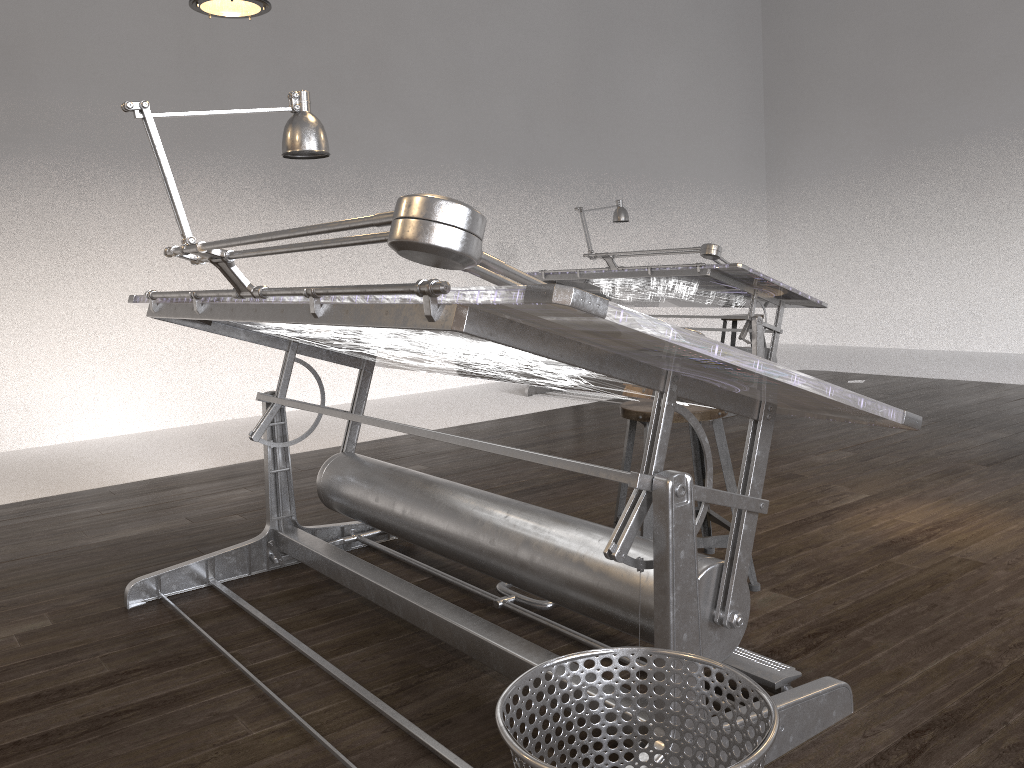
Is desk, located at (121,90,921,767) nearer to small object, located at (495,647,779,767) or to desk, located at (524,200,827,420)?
small object, located at (495,647,779,767)

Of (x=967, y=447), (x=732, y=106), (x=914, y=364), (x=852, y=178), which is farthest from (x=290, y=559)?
(x=732, y=106)

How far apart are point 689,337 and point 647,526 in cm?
134

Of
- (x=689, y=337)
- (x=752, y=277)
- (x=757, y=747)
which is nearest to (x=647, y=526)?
(x=689, y=337)

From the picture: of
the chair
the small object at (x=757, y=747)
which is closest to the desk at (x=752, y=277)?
the chair

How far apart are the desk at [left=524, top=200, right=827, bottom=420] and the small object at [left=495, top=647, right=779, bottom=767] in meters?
4.0 m

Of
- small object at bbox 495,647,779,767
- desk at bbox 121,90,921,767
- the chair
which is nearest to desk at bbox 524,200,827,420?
the chair

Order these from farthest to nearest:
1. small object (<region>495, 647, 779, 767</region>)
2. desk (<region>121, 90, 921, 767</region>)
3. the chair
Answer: the chair → desk (<region>121, 90, 921, 767</region>) → small object (<region>495, 647, 779, 767</region>)

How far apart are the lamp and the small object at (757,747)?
3.0m

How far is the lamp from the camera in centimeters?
347cm
